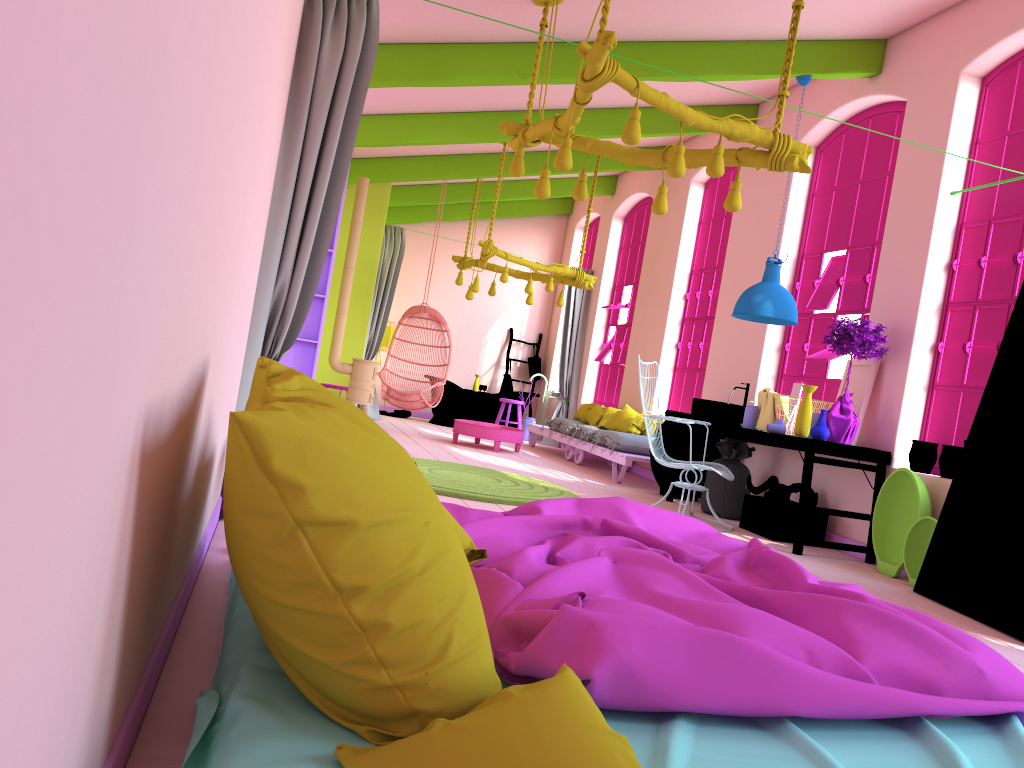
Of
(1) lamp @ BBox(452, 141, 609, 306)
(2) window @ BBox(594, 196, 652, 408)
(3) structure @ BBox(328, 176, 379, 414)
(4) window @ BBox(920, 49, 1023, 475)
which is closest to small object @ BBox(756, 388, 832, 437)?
(4) window @ BBox(920, 49, 1023, 475)

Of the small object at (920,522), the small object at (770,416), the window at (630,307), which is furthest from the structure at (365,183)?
the small object at (920,522)

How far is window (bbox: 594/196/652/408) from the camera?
12.4 meters

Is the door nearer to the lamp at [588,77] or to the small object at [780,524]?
the small object at [780,524]

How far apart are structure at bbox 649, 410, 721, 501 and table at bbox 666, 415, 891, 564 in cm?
21

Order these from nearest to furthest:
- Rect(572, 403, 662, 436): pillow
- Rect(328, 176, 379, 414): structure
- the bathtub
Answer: Rect(328, 176, 379, 414): structure, Rect(572, 403, 662, 436): pillow, the bathtub

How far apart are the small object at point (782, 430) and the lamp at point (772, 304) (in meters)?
0.84

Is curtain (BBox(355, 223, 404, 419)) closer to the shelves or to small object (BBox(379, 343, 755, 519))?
small object (BBox(379, 343, 755, 519))

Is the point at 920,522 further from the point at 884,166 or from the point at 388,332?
the point at 388,332

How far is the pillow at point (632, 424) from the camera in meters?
10.2 m
